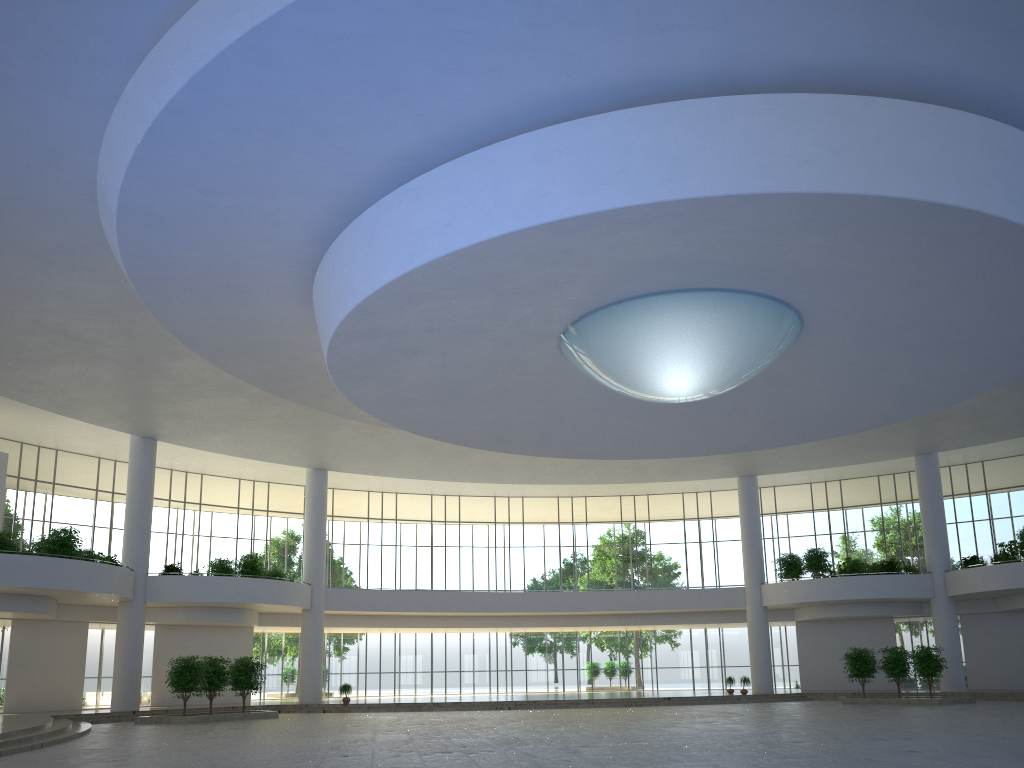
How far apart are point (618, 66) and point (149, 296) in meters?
25.9
